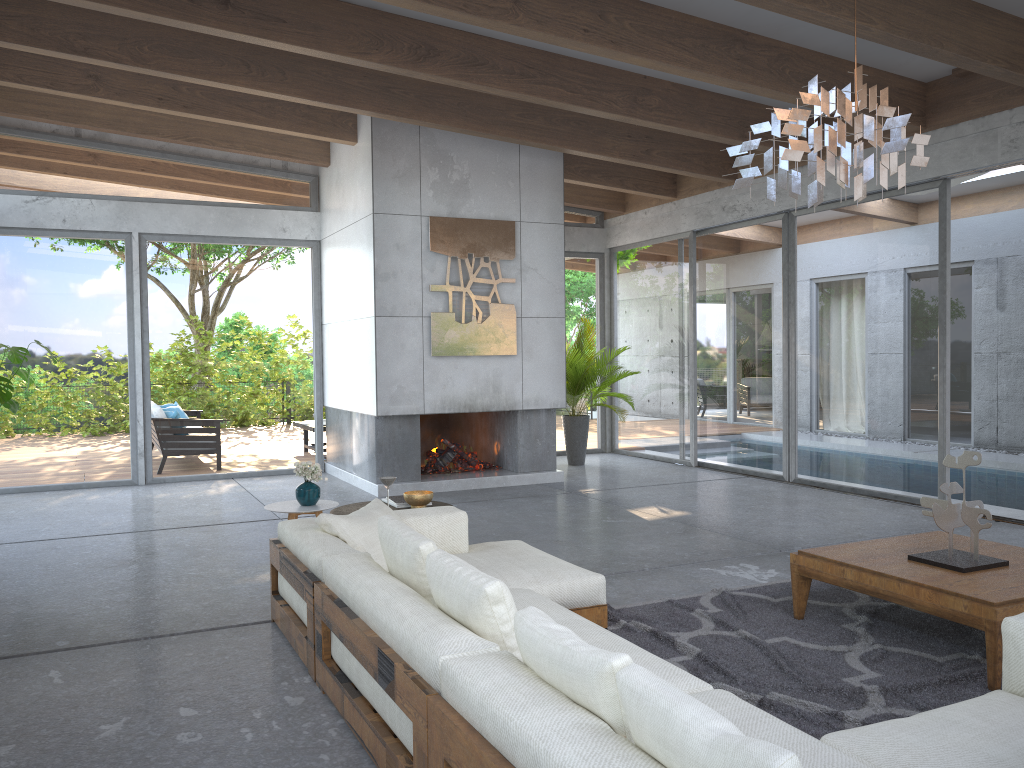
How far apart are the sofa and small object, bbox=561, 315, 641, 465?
5.4 meters

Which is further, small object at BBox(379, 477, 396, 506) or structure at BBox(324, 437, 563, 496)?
structure at BBox(324, 437, 563, 496)

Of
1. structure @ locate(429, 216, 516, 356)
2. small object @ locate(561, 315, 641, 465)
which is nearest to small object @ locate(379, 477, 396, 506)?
structure @ locate(429, 216, 516, 356)

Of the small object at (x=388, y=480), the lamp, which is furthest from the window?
the small object at (x=388, y=480)

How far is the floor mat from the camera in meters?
3.3 m

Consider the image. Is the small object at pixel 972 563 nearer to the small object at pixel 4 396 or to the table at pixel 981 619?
the table at pixel 981 619

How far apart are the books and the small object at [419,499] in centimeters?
10cm

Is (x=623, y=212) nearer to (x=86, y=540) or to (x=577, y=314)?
(x=577, y=314)

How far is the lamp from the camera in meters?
3.4 m

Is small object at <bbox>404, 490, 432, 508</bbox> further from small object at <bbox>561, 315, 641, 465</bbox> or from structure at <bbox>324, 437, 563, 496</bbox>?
small object at <bbox>561, 315, 641, 465</bbox>
